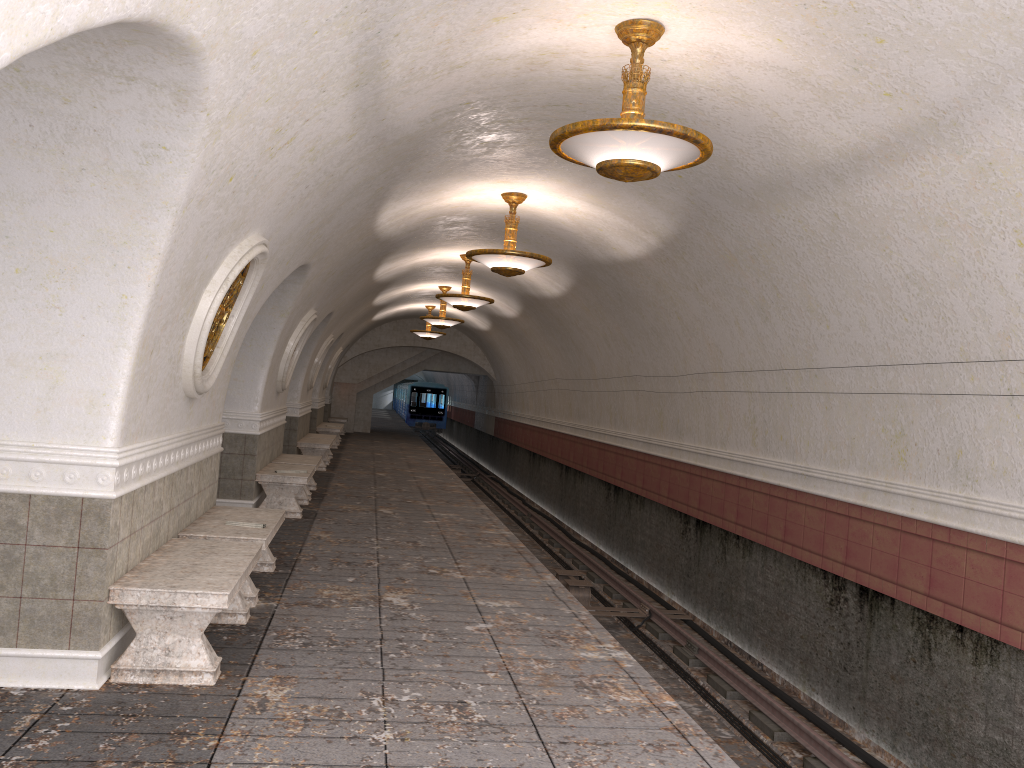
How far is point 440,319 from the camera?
19.39m

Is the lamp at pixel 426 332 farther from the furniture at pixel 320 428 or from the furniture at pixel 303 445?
the furniture at pixel 303 445

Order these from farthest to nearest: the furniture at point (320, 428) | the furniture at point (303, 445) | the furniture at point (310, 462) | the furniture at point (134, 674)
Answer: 1. the furniture at point (320, 428)
2. the furniture at point (303, 445)
3. the furniture at point (310, 462)
4. the furniture at point (134, 674)

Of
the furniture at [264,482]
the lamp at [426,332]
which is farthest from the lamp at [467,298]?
the lamp at [426,332]

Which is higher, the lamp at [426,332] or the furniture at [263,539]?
the lamp at [426,332]

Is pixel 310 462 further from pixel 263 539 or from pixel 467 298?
pixel 263 539

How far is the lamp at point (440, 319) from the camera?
19.4 meters

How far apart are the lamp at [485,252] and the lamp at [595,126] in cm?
399

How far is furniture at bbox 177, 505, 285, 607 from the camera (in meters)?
6.35

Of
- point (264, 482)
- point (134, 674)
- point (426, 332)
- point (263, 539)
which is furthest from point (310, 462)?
point (426, 332)
